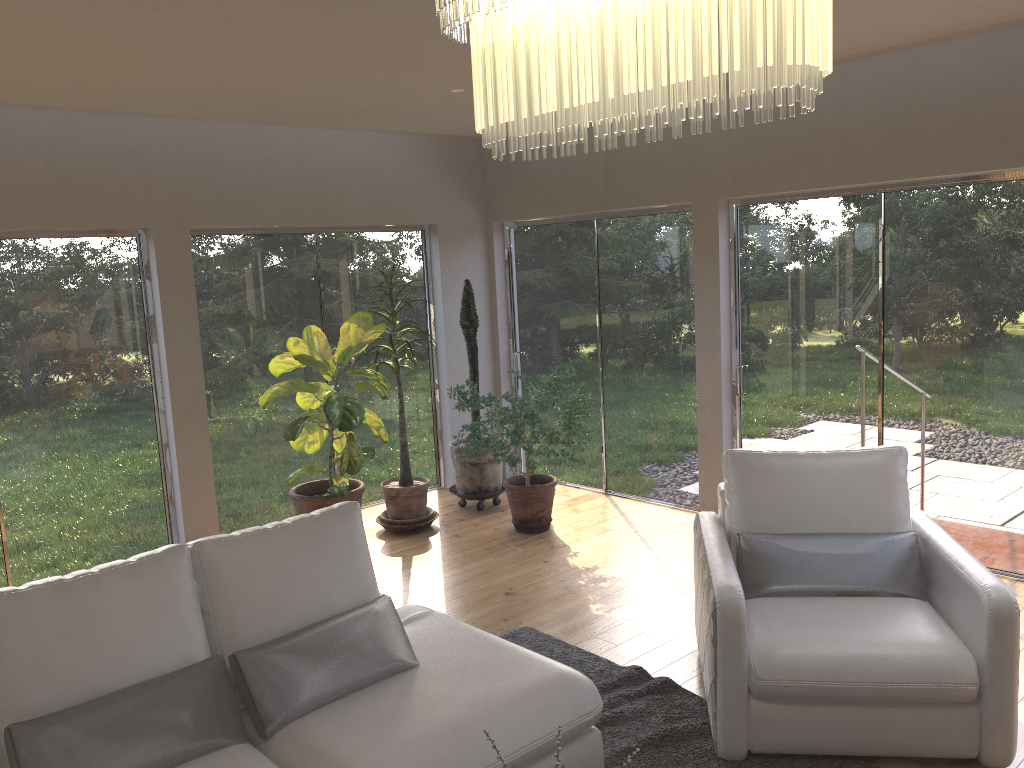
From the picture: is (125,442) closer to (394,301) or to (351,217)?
(394,301)

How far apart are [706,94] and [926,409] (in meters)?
4.30

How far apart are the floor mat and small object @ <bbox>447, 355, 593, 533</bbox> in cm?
137

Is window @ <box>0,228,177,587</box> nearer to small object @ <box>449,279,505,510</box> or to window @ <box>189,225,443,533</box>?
window @ <box>189,225,443,533</box>

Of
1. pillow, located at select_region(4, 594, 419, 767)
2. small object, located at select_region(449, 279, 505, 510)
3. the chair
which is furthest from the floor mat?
small object, located at select_region(449, 279, 505, 510)

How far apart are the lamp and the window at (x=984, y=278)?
3.74m

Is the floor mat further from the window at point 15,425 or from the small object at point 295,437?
the window at point 15,425

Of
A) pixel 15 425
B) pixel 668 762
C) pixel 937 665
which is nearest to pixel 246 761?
pixel 668 762

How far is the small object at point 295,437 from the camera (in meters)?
5.35

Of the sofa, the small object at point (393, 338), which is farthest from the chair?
the small object at point (393, 338)
